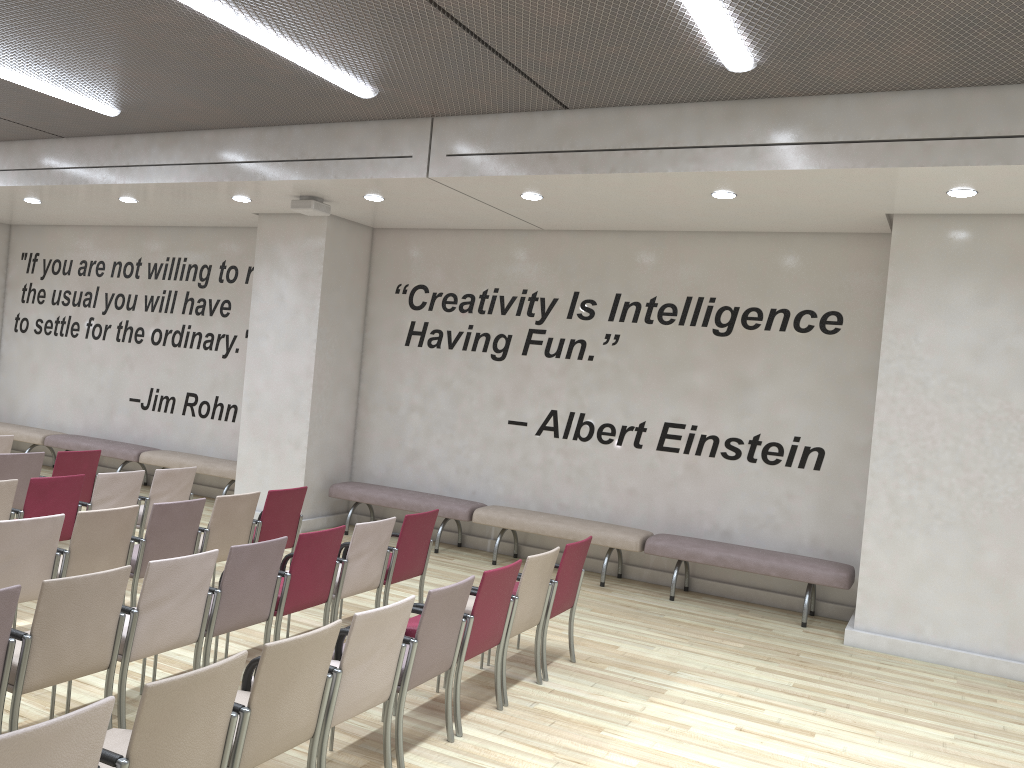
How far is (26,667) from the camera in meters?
3.8 m

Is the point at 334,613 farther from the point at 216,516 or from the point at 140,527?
the point at 140,527

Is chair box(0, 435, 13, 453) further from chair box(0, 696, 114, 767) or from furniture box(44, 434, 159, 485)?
chair box(0, 696, 114, 767)

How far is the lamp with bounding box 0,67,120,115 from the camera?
7.2m

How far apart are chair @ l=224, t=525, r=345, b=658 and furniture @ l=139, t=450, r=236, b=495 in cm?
509

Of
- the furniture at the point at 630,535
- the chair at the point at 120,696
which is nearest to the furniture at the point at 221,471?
the furniture at the point at 630,535

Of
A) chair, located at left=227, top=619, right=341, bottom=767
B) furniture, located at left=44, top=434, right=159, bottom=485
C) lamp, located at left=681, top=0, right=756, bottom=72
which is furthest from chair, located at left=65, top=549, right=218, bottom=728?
furniture, located at left=44, top=434, right=159, bottom=485

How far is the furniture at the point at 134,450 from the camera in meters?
11.4

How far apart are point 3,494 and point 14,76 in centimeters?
345cm

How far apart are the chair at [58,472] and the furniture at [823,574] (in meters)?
5.19
